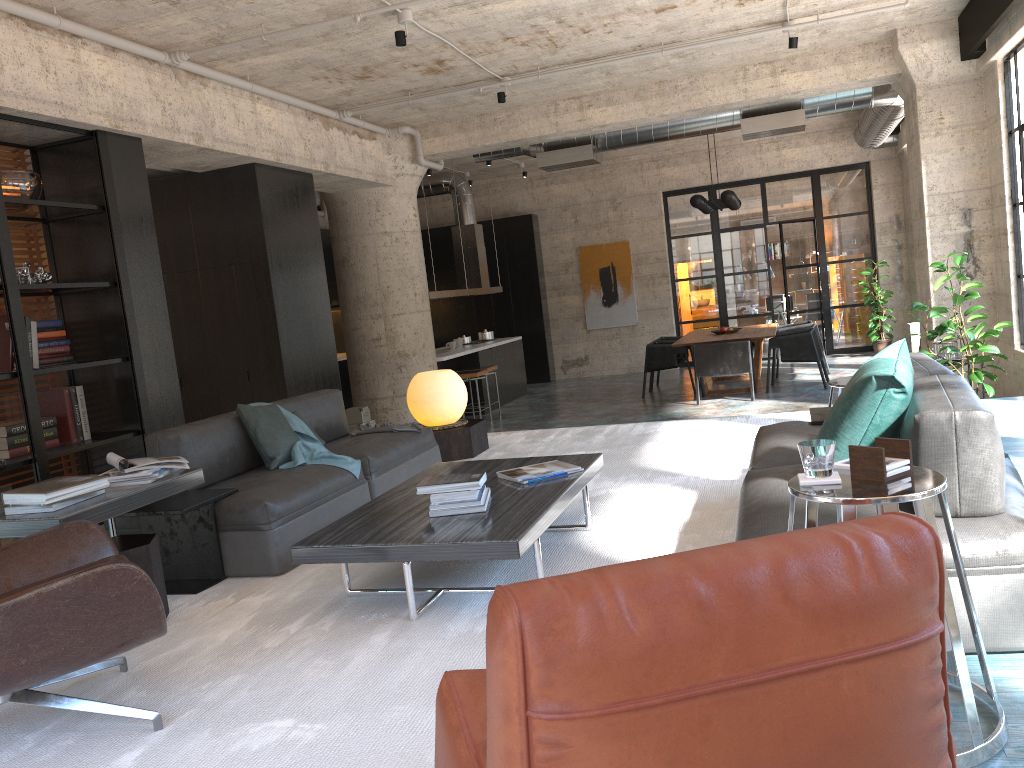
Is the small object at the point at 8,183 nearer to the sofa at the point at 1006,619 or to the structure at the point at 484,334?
the sofa at the point at 1006,619

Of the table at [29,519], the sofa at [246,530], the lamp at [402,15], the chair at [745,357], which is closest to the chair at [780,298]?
the chair at [745,357]

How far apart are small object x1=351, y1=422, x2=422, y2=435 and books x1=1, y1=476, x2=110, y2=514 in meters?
2.3 m

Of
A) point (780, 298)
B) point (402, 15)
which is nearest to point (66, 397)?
point (402, 15)

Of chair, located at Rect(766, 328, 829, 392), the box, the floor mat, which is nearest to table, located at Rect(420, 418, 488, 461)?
the floor mat

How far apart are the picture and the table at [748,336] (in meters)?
2.85

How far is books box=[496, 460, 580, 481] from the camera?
4.0m

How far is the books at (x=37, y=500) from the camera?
3.20m

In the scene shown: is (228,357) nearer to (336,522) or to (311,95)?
(311,95)

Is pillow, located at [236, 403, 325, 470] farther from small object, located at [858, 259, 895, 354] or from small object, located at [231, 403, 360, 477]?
small object, located at [858, 259, 895, 354]
